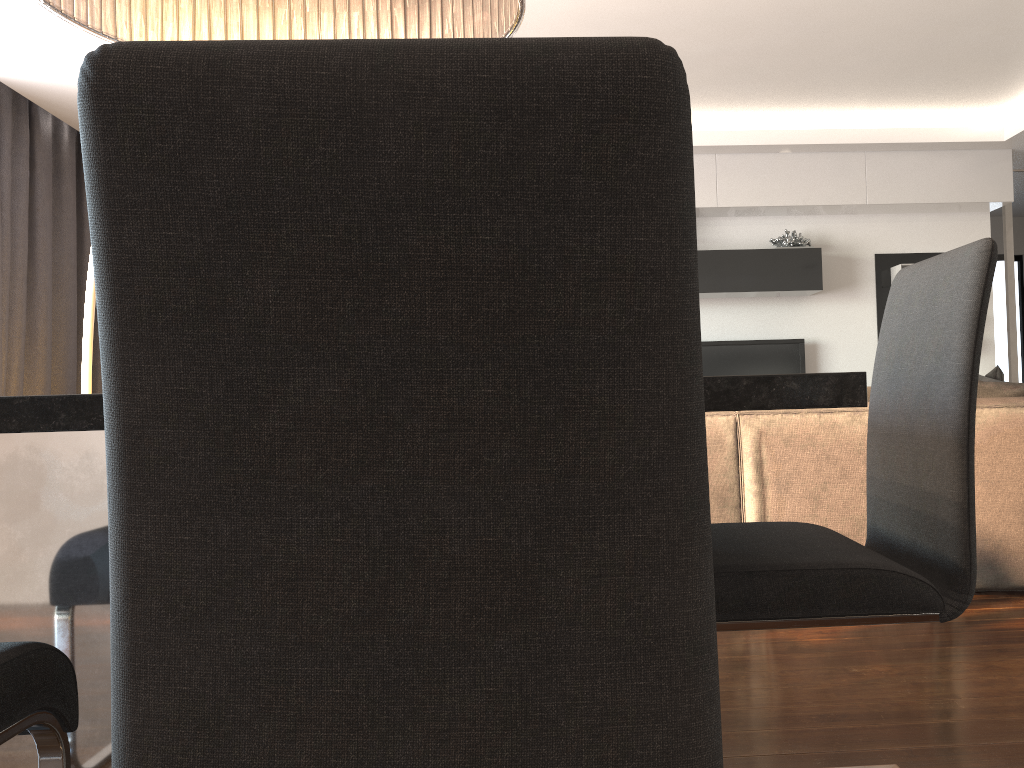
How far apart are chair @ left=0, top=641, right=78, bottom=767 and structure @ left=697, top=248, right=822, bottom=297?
5.8 meters

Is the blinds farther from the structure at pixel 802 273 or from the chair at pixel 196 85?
the chair at pixel 196 85

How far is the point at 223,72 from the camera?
0.5 meters

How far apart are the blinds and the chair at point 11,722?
4.8 meters

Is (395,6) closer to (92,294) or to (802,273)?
(92,294)

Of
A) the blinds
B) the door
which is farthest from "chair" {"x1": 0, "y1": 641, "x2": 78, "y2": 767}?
the door

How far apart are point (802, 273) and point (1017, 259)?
4.2 meters

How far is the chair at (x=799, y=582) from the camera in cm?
124

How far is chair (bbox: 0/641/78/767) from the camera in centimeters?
97cm

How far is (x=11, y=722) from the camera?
1.0 meters
